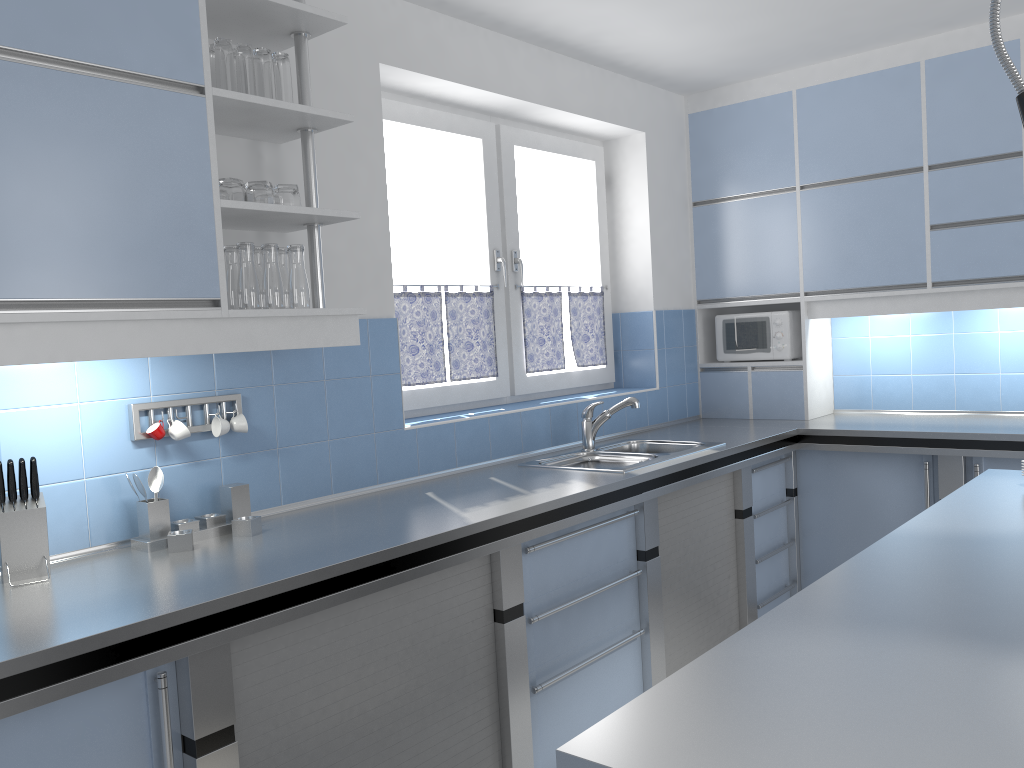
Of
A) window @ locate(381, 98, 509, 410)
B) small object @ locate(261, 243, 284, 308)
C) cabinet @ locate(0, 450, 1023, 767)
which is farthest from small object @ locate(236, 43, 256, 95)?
cabinet @ locate(0, 450, 1023, 767)

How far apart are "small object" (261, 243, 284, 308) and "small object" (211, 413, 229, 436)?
0.4m

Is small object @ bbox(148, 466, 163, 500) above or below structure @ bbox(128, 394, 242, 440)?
below

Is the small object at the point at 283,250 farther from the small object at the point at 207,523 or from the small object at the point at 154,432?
the small object at the point at 207,523

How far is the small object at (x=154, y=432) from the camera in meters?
2.4

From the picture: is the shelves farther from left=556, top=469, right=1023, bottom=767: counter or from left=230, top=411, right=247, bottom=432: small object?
left=556, top=469, right=1023, bottom=767: counter

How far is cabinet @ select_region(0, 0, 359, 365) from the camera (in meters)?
1.90

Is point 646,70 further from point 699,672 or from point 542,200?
point 699,672

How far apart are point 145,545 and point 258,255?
0.84m

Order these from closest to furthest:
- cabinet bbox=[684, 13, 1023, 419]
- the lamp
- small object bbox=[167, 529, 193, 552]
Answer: the lamp < small object bbox=[167, 529, 193, 552] < cabinet bbox=[684, 13, 1023, 419]
